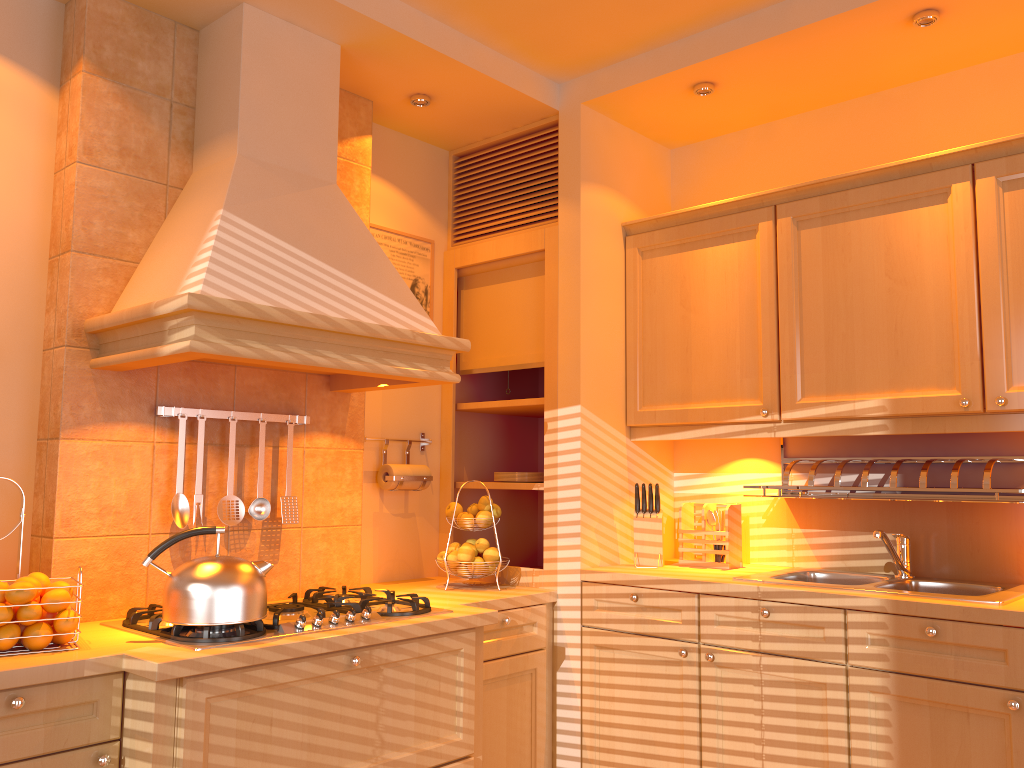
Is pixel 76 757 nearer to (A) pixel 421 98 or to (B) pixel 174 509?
(B) pixel 174 509

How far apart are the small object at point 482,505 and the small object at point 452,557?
0.19m

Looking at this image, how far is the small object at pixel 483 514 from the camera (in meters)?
3.10

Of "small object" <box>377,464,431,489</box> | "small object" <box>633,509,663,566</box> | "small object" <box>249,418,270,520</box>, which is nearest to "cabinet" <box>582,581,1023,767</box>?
"small object" <box>633,509,663,566</box>

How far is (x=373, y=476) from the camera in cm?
326

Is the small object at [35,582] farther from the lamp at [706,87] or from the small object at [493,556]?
the lamp at [706,87]

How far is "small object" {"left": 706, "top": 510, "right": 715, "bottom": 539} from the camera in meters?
3.1

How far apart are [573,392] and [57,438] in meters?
1.6

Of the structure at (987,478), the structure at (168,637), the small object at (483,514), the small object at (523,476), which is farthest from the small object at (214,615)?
the structure at (987,478)

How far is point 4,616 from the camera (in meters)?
1.90
